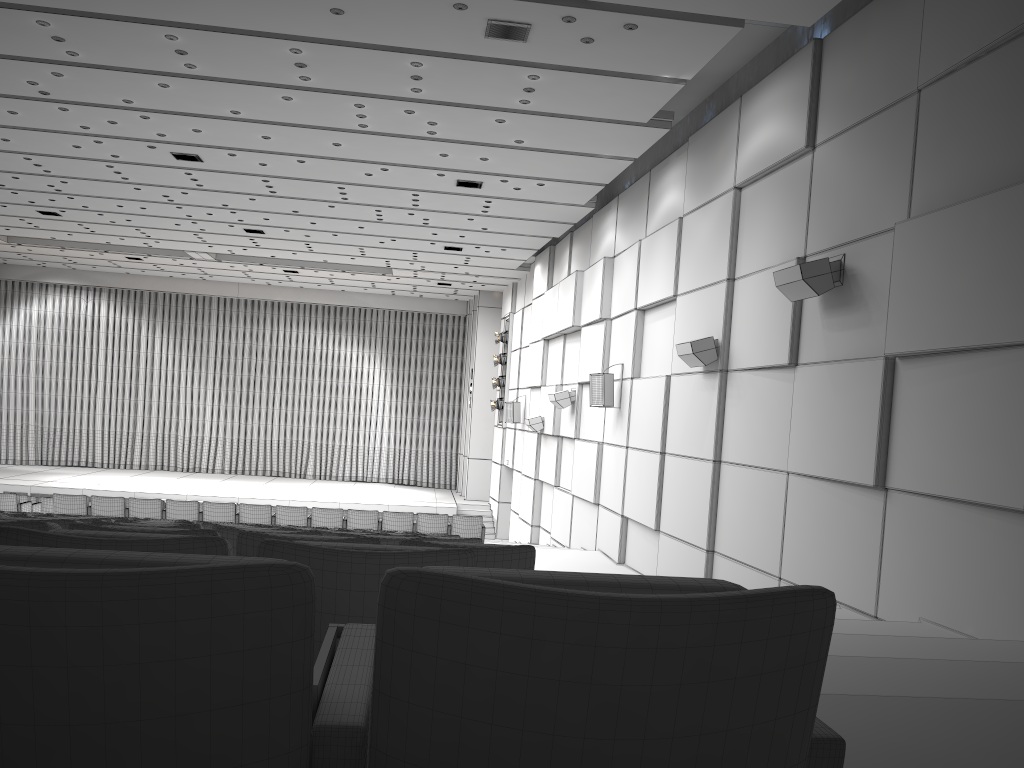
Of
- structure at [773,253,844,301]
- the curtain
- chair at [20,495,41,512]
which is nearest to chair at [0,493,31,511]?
chair at [20,495,41,512]

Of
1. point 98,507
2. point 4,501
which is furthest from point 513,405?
point 4,501

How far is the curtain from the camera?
30.0m

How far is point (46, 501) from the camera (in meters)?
17.42

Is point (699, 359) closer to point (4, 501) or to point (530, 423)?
point (530, 423)

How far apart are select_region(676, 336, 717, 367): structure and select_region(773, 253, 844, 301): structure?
2.1m

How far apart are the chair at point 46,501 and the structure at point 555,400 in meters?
10.1

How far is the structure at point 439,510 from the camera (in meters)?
25.45

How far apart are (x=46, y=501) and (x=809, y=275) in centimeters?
1546cm

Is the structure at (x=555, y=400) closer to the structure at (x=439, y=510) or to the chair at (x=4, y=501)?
the structure at (x=439, y=510)
